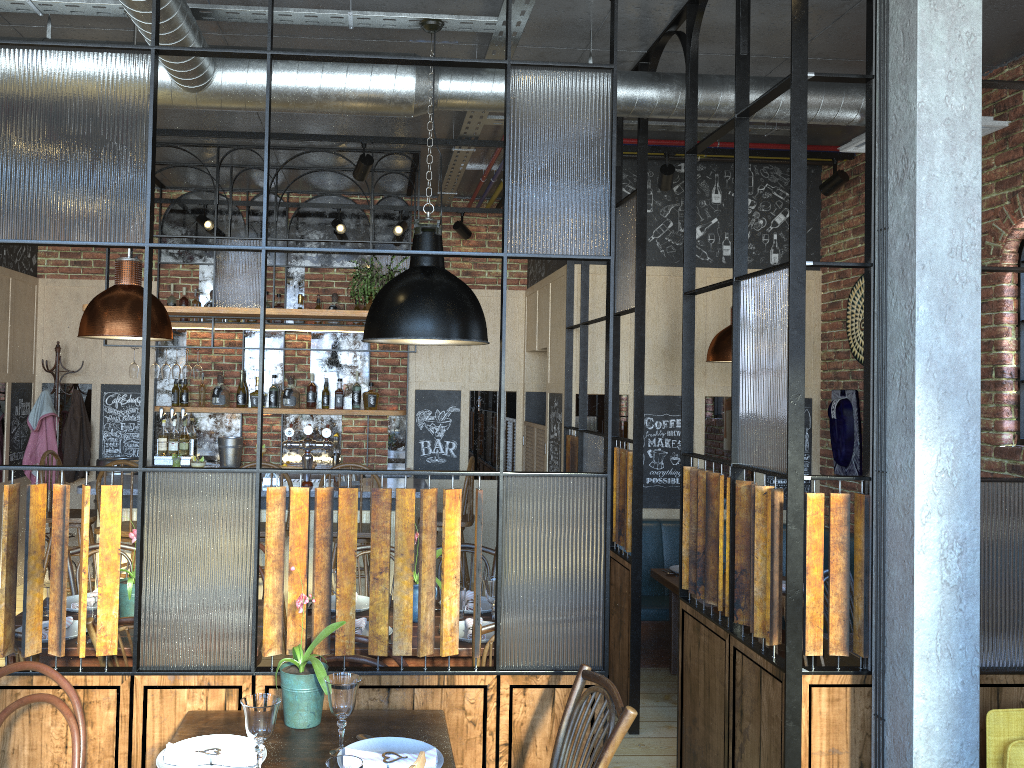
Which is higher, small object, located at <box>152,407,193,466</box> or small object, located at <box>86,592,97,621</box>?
small object, located at <box>152,407,193,466</box>

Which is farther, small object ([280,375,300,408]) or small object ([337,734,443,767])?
small object ([280,375,300,408])

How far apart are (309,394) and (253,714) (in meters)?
5.37

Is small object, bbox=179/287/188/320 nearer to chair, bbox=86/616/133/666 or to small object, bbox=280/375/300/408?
small object, bbox=280/375/300/408

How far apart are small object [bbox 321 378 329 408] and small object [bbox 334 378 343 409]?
0.10m

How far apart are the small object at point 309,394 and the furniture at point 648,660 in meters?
3.0

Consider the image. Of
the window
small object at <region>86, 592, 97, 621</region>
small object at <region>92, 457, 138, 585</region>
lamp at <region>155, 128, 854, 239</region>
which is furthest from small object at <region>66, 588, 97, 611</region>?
the window

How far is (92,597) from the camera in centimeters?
331cm

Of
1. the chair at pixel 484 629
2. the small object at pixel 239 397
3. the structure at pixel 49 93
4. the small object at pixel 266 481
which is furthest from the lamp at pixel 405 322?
the small object at pixel 239 397

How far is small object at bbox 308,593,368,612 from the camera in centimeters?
376cm
